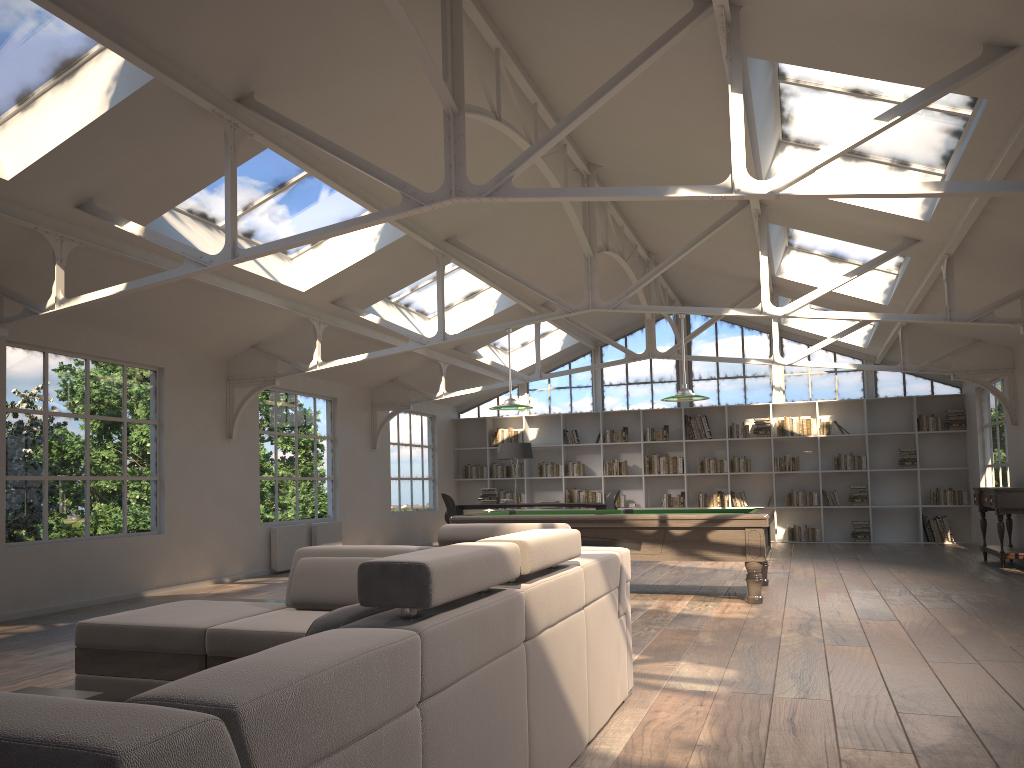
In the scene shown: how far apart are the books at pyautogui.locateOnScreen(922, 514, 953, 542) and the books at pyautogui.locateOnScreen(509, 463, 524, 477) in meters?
6.8 m

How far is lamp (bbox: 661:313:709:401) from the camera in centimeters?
832cm

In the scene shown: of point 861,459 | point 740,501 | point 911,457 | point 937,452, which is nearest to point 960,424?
point 937,452

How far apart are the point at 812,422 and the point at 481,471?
6.0m

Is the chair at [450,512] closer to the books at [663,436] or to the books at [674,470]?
the books at [674,470]

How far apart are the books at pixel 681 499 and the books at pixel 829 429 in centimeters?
261cm

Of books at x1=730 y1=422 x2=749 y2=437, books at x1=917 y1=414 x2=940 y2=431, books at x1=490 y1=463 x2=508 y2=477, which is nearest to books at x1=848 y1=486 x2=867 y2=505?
books at x1=917 y1=414 x2=940 y2=431

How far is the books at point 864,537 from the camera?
14.4m

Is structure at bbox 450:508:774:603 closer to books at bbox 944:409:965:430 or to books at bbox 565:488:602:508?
books at bbox 565:488:602:508

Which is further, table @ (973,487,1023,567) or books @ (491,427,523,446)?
books @ (491,427,523,446)
